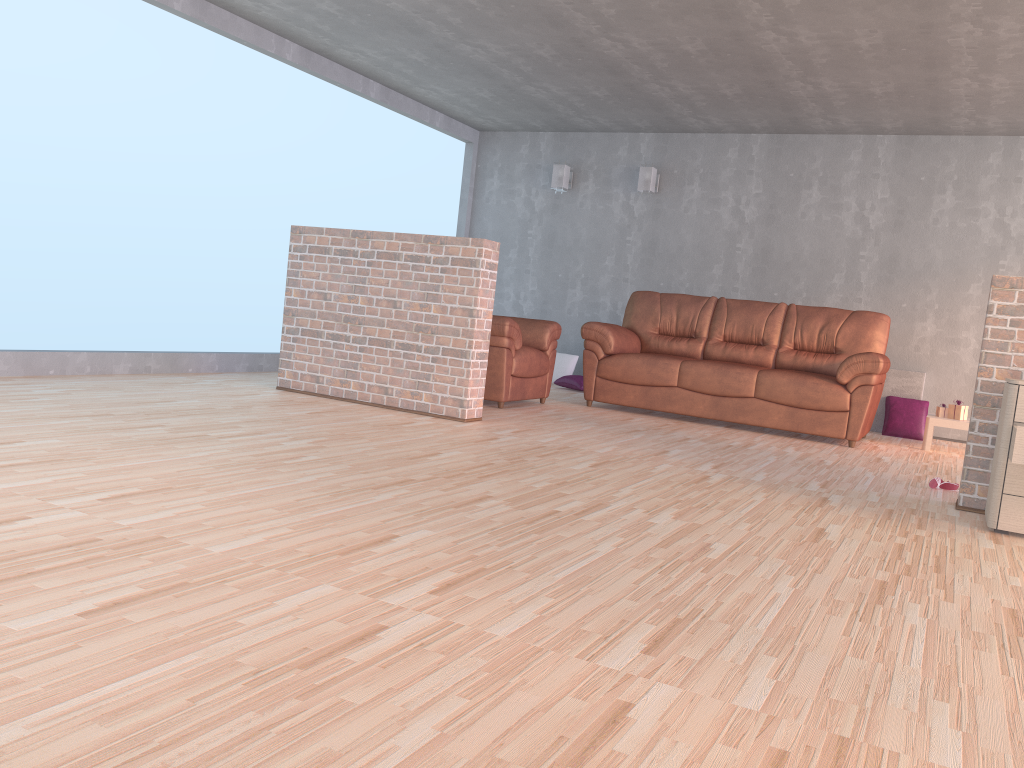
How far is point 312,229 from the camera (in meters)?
5.58

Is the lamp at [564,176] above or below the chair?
above

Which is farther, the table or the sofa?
the table

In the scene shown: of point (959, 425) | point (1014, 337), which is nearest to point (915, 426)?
point (959, 425)

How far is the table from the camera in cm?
623

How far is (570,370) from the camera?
8.5 meters

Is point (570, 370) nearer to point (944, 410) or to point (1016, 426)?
point (944, 410)

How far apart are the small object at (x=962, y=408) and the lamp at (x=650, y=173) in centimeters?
327cm

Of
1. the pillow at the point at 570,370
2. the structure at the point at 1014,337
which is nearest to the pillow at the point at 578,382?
the pillow at the point at 570,370

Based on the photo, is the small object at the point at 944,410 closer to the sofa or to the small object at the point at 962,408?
the small object at the point at 962,408
